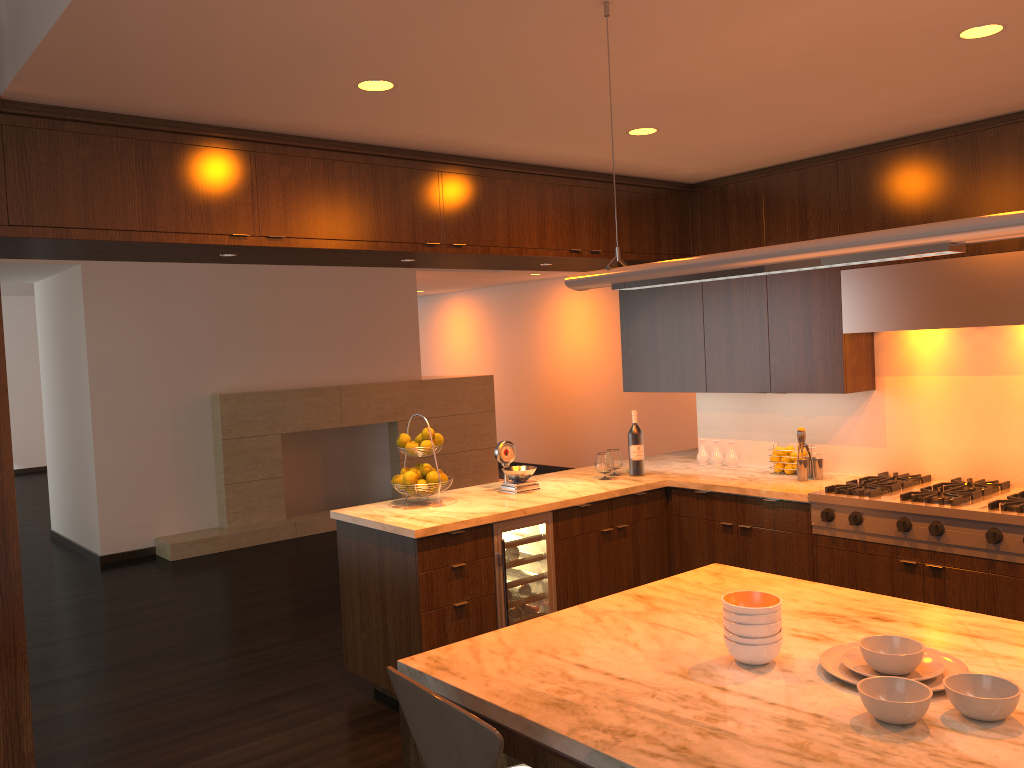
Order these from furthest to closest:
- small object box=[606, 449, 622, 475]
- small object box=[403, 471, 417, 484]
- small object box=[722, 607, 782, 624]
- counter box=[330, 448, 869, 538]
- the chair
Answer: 1. small object box=[606, 449, 622, 475]
2. small object box=[403, 471, 417, 484]
3. counter box=[330, 448, 869, 538]
4. small object box=[722, 607, 782, 624]
5. the chair

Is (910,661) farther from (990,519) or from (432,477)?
(432,477)

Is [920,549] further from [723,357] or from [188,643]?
Result: [188,643]

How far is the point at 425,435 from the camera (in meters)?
4.47

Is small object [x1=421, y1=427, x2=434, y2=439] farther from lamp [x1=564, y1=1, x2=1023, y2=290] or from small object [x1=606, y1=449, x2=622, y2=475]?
lamp [x1=564, y1=1, x2=1023, y2=290]

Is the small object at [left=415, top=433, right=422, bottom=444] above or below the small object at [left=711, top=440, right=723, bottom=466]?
above

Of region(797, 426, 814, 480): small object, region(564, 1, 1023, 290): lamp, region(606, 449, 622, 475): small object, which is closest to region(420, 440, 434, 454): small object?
region(606, 449, 622, 475): small object

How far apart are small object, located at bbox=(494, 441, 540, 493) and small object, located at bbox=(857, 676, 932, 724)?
3.0m

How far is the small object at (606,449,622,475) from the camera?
5.14m

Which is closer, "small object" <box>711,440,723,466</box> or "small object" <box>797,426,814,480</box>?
"small object" <box>797,426,814,480</box>
